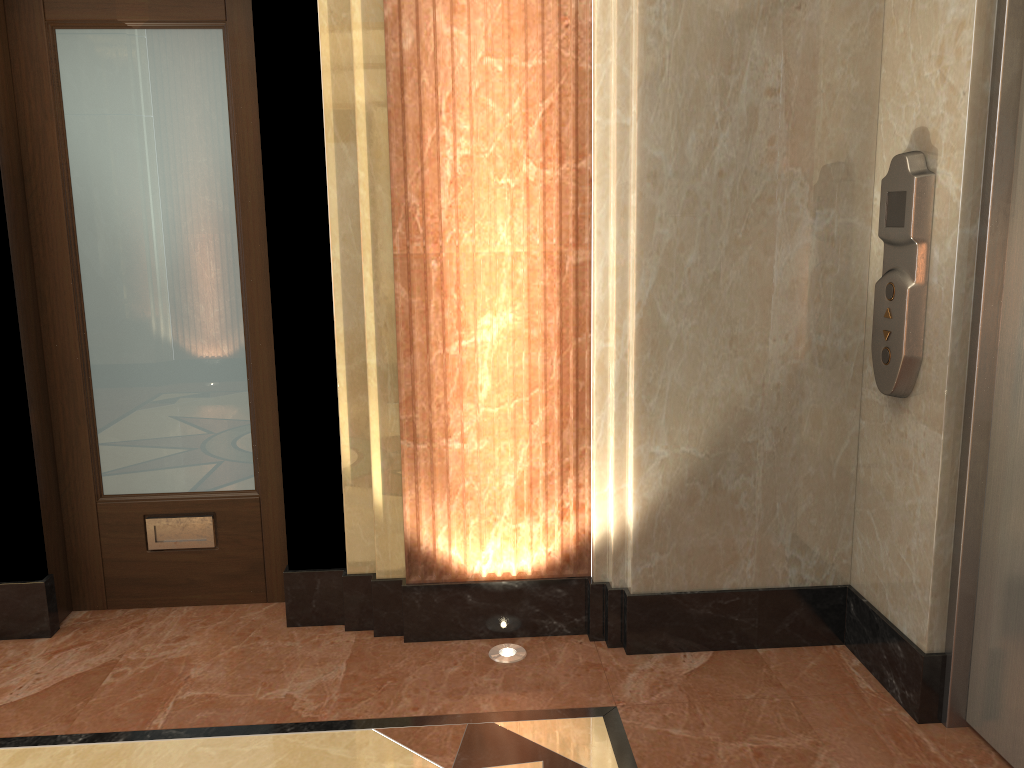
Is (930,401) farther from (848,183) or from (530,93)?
(530,93)

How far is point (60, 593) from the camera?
3.05m
